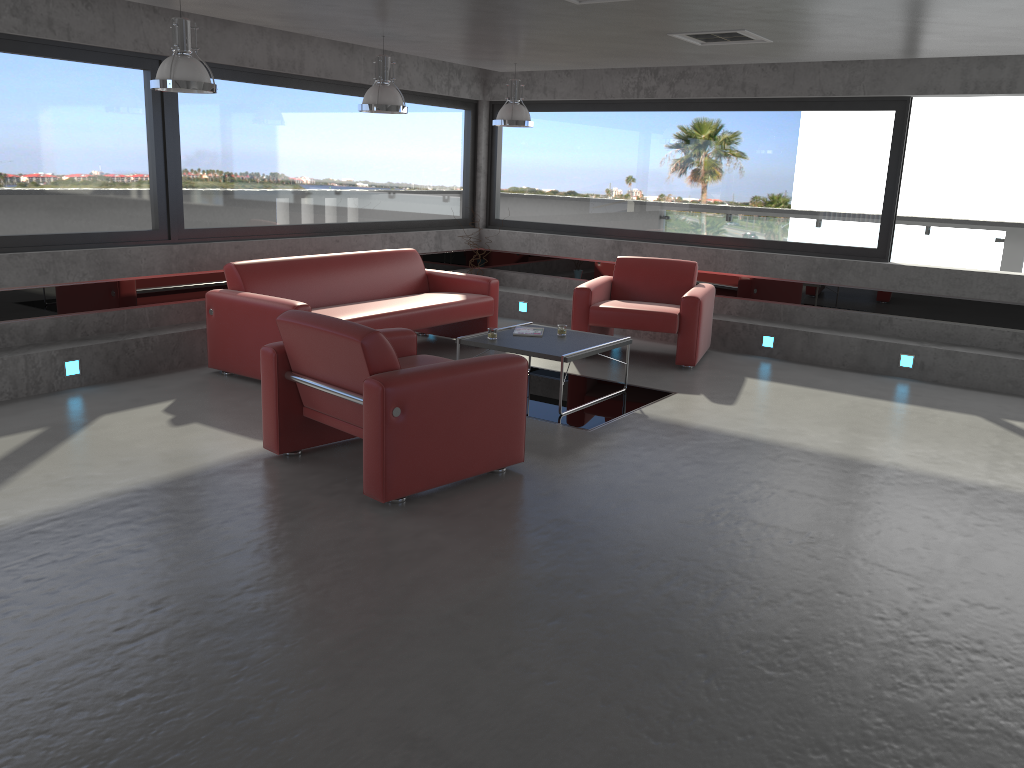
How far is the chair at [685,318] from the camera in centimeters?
783cm

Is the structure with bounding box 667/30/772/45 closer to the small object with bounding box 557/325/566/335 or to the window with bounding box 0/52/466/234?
the small object with bounding box 557/325/566/335

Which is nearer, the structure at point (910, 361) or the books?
the books

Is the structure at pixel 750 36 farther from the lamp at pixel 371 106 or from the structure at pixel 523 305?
the structure at pixel 523 305

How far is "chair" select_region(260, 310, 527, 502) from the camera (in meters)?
4.40

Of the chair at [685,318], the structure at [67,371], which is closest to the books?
the chair at [685,318]

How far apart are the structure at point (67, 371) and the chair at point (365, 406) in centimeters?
228cm

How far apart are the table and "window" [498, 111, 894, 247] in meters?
2.9

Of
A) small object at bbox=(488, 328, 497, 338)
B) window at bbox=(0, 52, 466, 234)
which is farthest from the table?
window at bbox=(0, 52, 466, 234)

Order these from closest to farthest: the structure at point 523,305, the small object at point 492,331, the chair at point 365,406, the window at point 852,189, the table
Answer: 1. the chair at point 365,406
2. the table
3. the small object at point 492,331
4. the window at point 852,189
5. the structure at point 523,305
